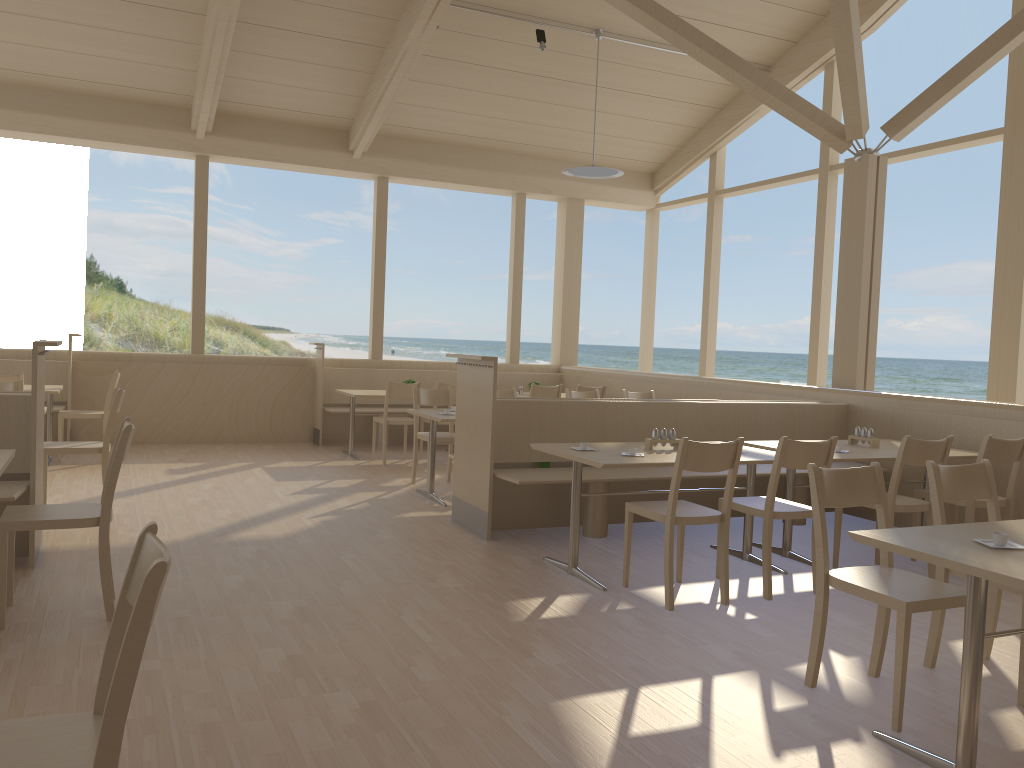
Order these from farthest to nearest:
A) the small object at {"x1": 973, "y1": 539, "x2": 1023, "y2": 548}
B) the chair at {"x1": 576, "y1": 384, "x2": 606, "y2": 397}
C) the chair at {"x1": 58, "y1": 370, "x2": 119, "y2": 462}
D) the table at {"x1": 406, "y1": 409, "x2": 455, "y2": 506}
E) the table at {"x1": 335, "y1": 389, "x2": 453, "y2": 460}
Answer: the chair at {"x1": 576, "y1": 384, "x2": 606, "y2": 397} < the table at {"x1": 335, "y1": 389, "x2": 453, "y2": 460} < the chair at {"x1": 58, "y1": 370, "x2": 119, "y2": 462} < the table at {"x1": 406, "y1": 409, "x2": 455, "y2": 506} < the small object at {"x1": 973, "y1": 539, "x2": 1023, "y2": 548}

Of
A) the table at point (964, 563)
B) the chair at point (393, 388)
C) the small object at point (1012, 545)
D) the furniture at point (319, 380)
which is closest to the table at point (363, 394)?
the chair at point (393, 388)

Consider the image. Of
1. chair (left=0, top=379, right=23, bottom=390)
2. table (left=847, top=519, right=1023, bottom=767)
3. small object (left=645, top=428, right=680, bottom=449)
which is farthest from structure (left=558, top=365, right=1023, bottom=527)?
chair (left=0, top=379, right=23, bottom=390)

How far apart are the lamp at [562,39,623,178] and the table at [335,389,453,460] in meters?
2.8

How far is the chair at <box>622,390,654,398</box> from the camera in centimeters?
810cm

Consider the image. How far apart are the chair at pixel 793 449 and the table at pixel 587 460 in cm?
19

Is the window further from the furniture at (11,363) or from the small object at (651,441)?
the small object at (651,441)

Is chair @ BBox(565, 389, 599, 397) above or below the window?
below

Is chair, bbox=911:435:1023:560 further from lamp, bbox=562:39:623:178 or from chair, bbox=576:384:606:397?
lamp, bbox=562:39:623:178

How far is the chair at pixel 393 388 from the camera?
8.1m
